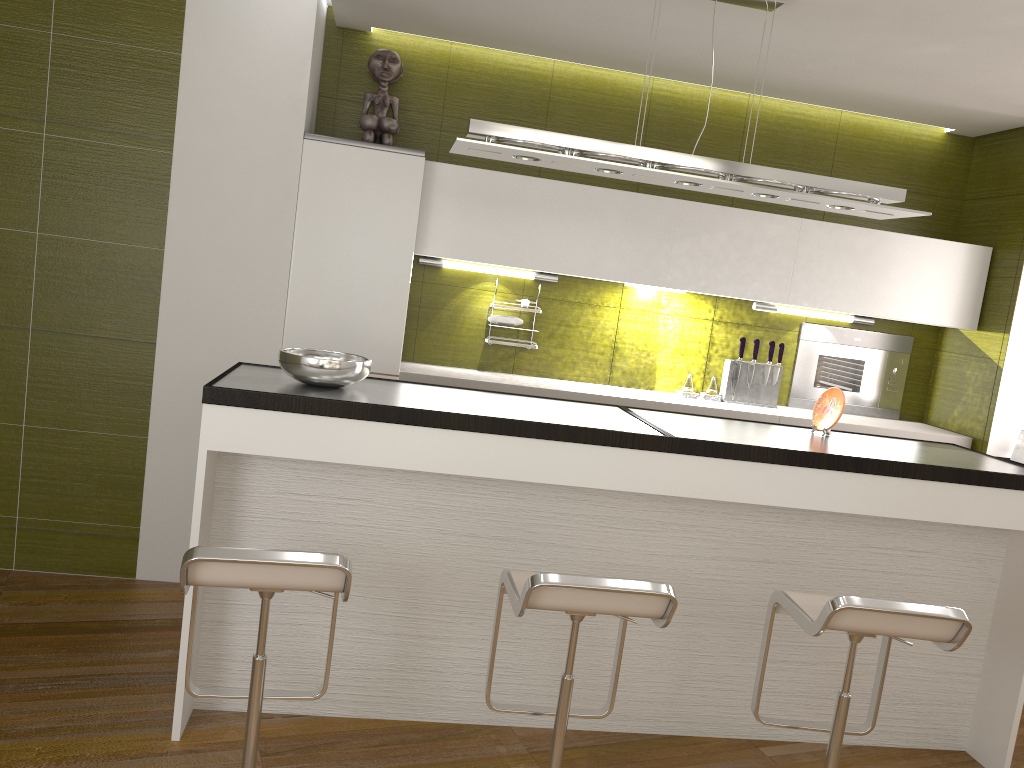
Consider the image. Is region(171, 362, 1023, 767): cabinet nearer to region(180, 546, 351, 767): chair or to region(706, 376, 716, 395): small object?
region(180, 546, 351, 767): chair

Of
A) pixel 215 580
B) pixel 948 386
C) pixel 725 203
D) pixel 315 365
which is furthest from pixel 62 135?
pixel 948 386

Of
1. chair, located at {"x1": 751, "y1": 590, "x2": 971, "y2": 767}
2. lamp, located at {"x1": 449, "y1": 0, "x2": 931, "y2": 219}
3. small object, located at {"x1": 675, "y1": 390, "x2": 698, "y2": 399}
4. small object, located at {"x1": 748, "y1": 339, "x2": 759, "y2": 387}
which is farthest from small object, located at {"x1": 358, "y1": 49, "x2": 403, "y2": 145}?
chair, located at {"x1": 751, "y1": 590, "x2": 971, "y2": 767}

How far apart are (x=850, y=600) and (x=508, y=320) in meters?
2.4

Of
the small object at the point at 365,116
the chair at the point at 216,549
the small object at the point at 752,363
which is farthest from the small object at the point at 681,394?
the chair at the point at 216,549

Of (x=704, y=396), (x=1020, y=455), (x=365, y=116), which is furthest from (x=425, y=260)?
(x=1020, y=455)

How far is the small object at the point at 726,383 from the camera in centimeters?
466cm

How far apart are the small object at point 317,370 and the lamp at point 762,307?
2.41m

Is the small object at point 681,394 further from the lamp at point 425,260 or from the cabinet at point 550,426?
the cabinet at point 550,426

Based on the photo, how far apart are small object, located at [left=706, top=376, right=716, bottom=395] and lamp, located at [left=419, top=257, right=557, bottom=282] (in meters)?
1.01
